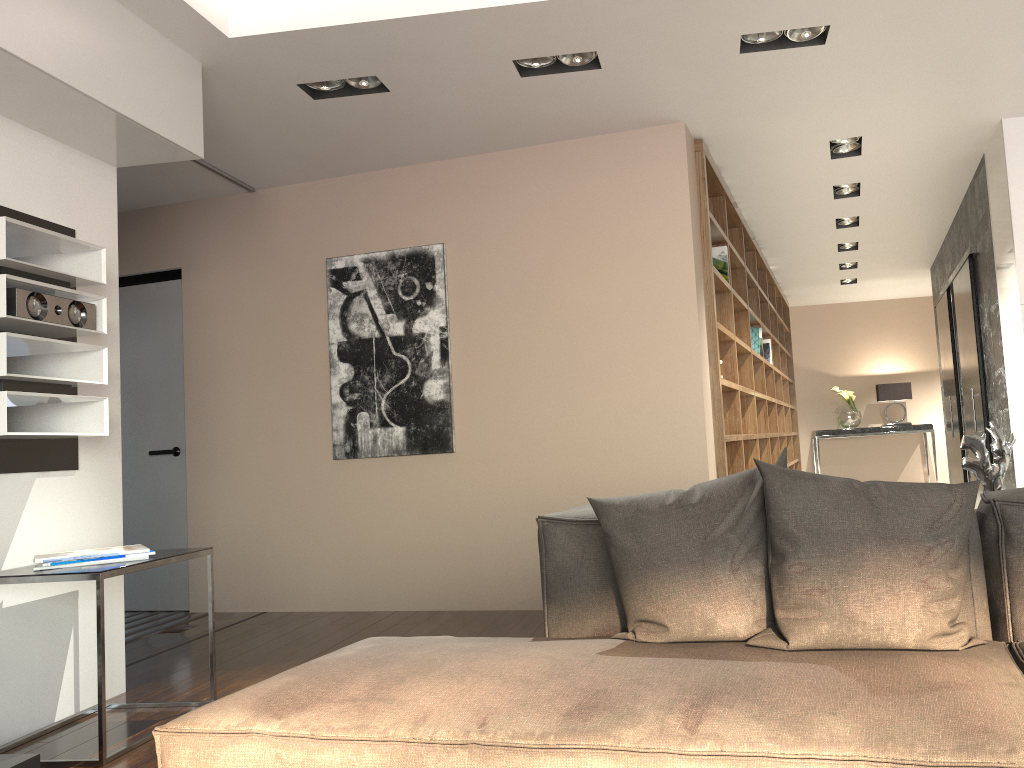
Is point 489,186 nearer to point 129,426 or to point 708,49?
point 708,49

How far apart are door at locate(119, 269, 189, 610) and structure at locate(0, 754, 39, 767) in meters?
3.1

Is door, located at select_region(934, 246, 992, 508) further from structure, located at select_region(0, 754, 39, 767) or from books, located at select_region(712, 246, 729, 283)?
structure, located at select_region(0, 754, 39, 767)

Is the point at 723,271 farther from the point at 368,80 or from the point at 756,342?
the point at 368,80

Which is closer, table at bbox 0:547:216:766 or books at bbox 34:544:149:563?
table at bbox 0:547:216:766

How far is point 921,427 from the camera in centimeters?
1039cm

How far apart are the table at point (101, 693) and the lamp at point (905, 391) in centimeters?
915cm

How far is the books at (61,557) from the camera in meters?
2.9

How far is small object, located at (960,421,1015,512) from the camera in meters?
2.5 m

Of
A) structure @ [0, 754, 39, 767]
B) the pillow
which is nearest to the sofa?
the pillow
